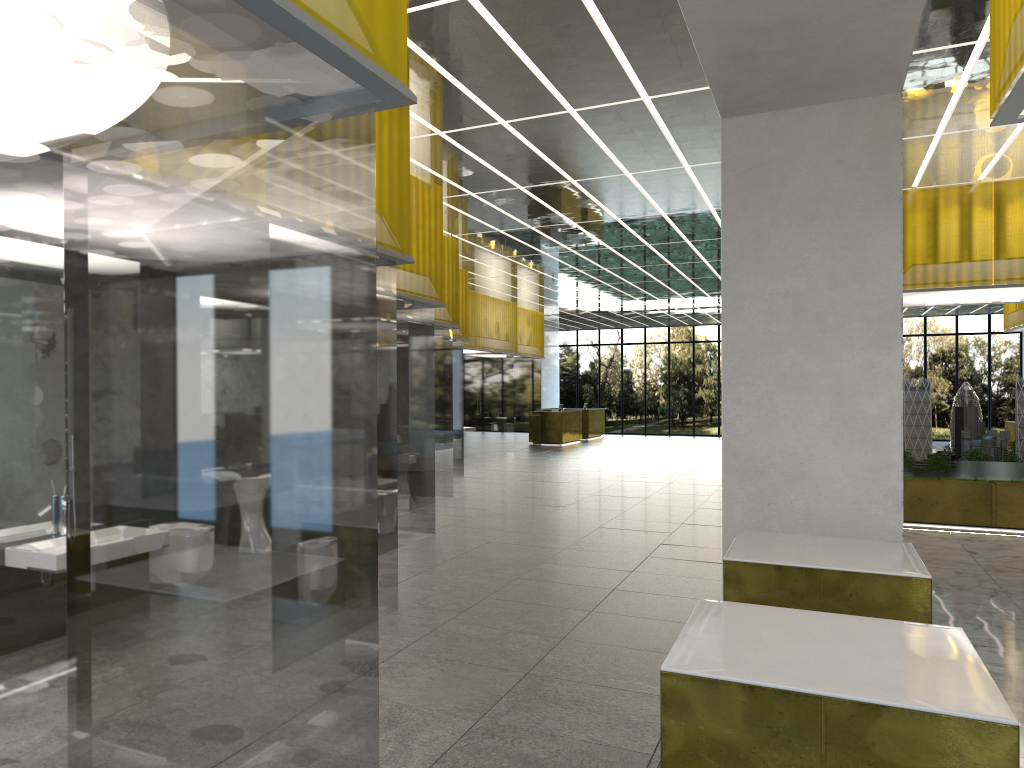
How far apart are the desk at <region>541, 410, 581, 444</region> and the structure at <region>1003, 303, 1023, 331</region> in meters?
18.2

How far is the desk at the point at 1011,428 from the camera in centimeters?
2767cm

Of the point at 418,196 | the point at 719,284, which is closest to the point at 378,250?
the point at 418,196

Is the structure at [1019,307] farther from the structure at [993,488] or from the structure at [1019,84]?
the structure at [1019,84]

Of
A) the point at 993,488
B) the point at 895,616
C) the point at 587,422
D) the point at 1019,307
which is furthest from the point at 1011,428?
the point at 895,616

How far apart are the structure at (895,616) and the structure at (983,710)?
1.5 meters

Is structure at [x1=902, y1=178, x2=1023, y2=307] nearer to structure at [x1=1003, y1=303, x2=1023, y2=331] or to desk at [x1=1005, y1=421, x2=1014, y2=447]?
structure at [x1=1003, y1=303, x2=1023, y2=331]

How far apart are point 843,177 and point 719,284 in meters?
21.0

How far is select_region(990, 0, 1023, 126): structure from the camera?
5.3 meters

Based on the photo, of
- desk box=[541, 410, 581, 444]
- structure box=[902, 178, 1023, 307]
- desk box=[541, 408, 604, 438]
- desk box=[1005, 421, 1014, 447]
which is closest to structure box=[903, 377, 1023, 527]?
structure box=[902, 178, 1023, 307]
